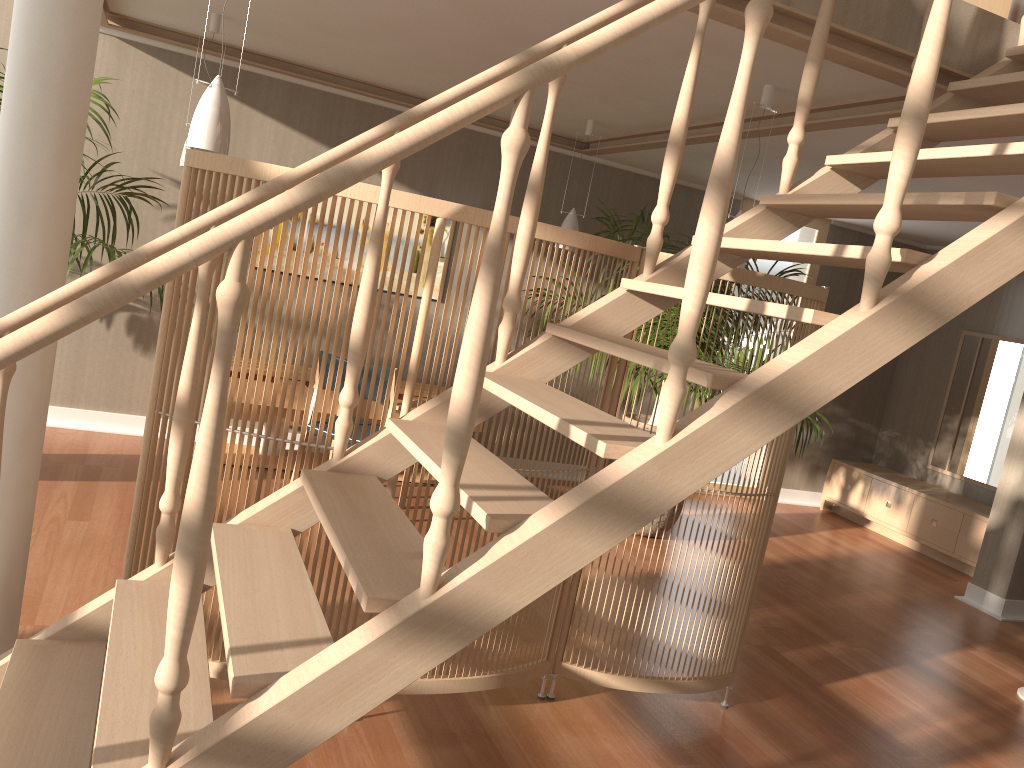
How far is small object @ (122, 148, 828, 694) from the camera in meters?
2.6 m

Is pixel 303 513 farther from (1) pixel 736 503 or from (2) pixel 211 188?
(1) pixel 736 503

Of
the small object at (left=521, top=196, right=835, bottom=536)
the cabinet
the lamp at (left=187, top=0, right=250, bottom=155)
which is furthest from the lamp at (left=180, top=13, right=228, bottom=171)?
the cabinet

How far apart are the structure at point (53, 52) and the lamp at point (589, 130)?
3.0m

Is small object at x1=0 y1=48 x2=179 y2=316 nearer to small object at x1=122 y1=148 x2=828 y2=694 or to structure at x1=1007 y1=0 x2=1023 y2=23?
small object at x1=122 y1=148 x2=828 y2=694

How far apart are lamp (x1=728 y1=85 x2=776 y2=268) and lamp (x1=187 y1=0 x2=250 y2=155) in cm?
222

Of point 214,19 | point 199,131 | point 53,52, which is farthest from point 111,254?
point 53,52

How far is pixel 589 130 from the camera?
5.43m

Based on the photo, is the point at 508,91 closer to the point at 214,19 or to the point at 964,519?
the point at 214,19

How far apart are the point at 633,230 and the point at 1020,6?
2.5m
